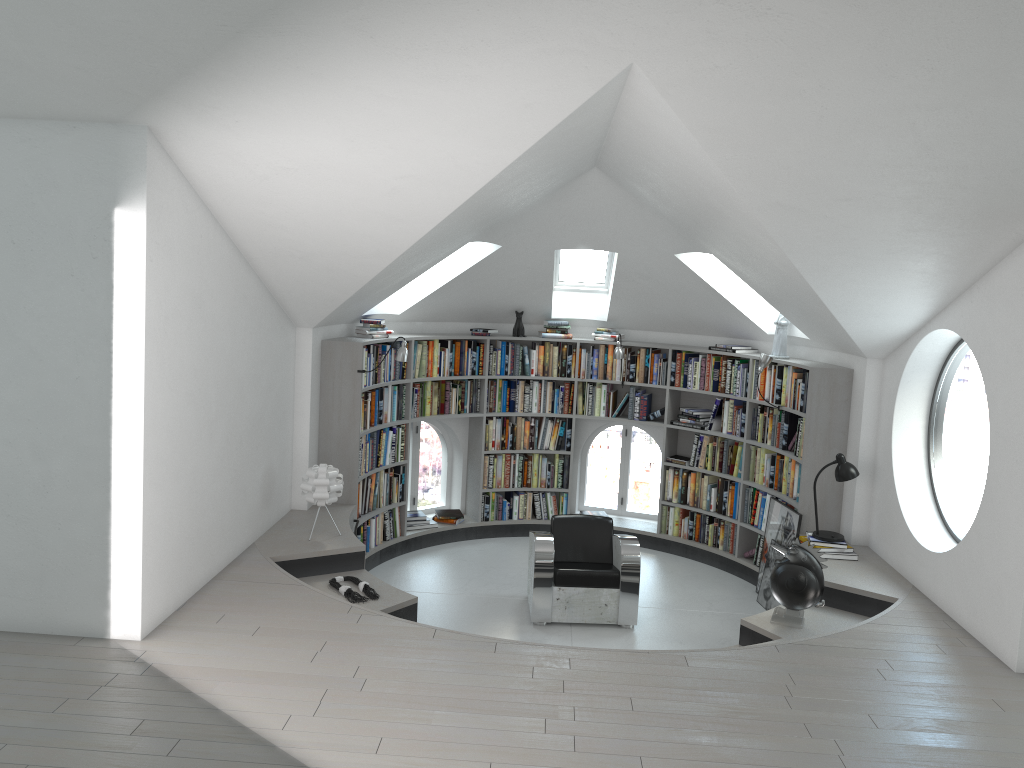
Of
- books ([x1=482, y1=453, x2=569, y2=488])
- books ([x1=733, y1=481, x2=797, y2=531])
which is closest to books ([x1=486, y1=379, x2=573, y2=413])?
books ([x1=482, y1=453, x2=569, y2=488])

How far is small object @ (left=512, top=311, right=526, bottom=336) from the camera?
8.90m

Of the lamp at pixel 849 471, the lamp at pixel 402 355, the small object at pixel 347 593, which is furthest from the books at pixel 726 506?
the small object at pixel 347 593

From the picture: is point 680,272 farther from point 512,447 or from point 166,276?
point 166,276

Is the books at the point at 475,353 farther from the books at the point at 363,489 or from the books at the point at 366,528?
the books at the point at 366,528

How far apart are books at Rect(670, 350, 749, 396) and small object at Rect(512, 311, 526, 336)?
1.5 meters

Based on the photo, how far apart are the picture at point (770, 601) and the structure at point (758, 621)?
0.5m

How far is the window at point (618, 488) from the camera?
9.5 meters

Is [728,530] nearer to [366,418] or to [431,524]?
[431,524]

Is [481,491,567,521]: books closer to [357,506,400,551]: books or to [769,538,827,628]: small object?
[357,506,400,551]: books
